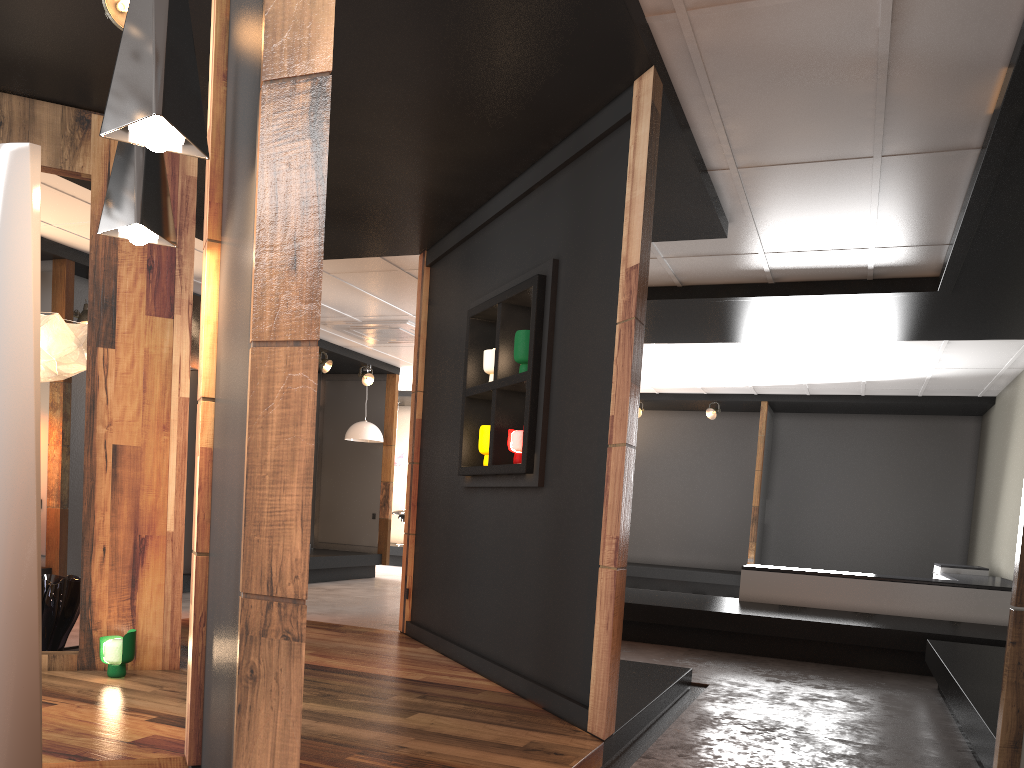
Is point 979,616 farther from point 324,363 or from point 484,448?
point 324,363

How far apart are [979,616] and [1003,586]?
0.3 meters

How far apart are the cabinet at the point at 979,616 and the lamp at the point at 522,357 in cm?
448

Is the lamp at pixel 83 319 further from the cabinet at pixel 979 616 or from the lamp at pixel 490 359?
the cabinet at pixel 979 616

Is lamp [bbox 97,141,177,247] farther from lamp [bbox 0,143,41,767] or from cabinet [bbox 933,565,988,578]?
cabinet [bbox 933,565,988,578]

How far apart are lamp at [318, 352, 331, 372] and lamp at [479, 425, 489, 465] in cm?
626

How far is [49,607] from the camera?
4.74m

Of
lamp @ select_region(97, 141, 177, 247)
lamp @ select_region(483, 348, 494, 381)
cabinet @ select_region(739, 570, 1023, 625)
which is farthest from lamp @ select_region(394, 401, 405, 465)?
lamp @ select_region(97, 141, 177, 247)

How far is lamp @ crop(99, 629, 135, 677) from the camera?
4.16m

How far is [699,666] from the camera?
6.26m
